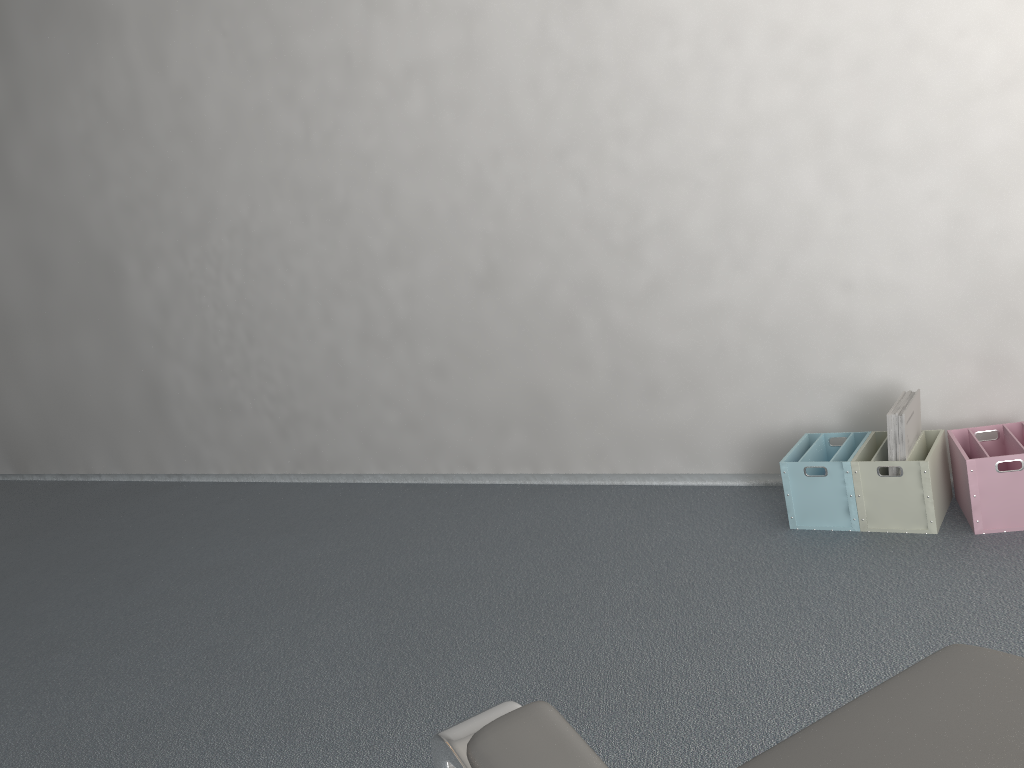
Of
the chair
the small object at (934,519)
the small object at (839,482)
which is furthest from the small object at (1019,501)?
the chair

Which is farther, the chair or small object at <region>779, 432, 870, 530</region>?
small object at <region>779, 432, 870, 530</region>

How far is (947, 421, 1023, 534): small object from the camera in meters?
2.1

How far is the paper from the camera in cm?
220

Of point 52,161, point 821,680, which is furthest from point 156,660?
point 52,161

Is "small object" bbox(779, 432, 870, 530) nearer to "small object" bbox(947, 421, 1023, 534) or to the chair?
"small object" bbox(947, 421, 1023, 534)

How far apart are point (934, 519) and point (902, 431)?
0.2 meters

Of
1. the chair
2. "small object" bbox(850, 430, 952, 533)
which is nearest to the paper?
"small object" bbox(850, 430, 952, 533)

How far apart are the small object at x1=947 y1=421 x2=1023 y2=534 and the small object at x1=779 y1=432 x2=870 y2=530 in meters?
0.2

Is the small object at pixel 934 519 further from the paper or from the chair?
the chair
